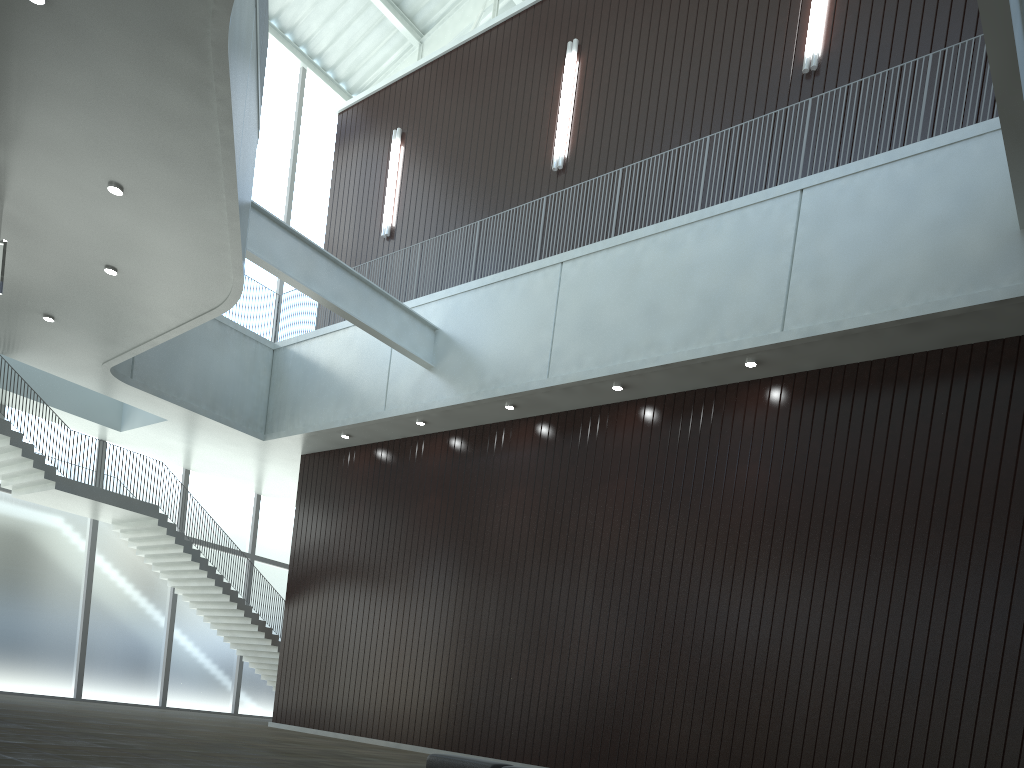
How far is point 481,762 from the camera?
33.67m

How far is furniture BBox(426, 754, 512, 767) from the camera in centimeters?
3367cm

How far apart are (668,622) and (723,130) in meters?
27.2 m
